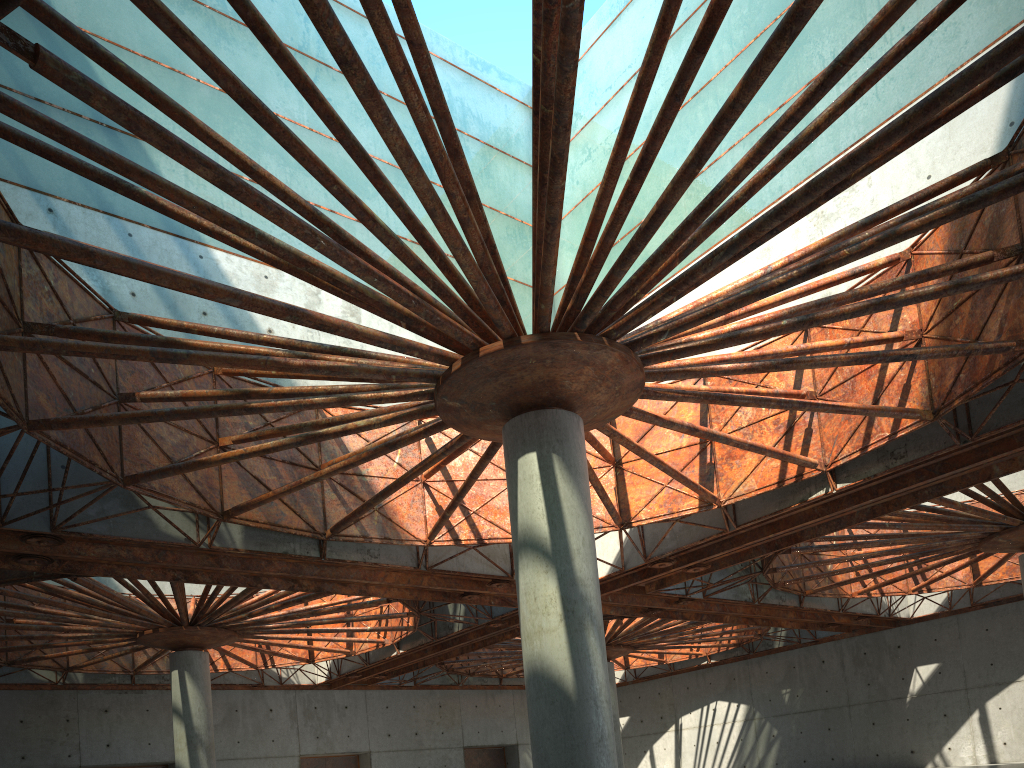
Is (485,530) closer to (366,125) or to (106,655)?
(366,125)

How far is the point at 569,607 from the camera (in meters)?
18.17
